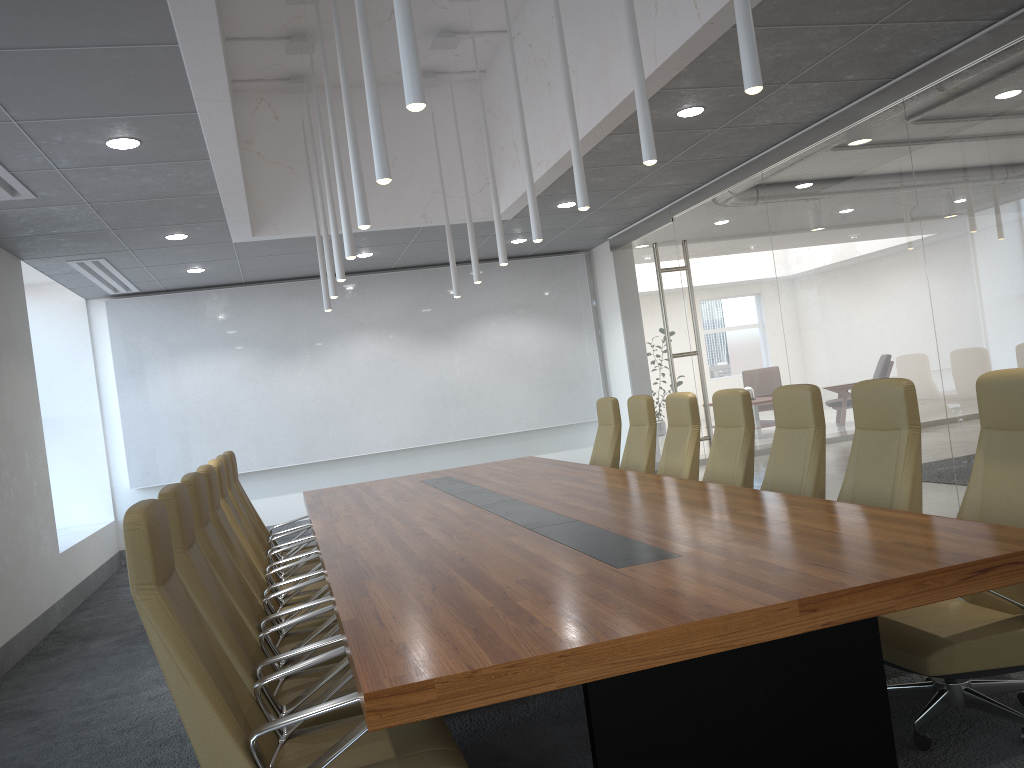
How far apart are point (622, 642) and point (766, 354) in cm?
688

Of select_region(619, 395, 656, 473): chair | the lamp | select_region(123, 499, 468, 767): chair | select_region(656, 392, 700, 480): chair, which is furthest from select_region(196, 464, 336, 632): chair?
select_region(619, 395, 656, 473): chair

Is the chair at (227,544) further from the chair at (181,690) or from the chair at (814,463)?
the chair at (814,463)

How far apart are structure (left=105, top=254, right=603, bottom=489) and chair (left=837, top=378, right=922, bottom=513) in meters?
8.2

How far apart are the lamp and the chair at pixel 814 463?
1.6 meters

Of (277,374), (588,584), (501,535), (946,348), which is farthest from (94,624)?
(946,348)

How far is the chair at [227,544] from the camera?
5.04m

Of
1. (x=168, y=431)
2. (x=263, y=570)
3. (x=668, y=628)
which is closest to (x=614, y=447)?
(x=263, y=570)

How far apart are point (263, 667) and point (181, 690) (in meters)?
0.80

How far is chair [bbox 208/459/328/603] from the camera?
5.8m
